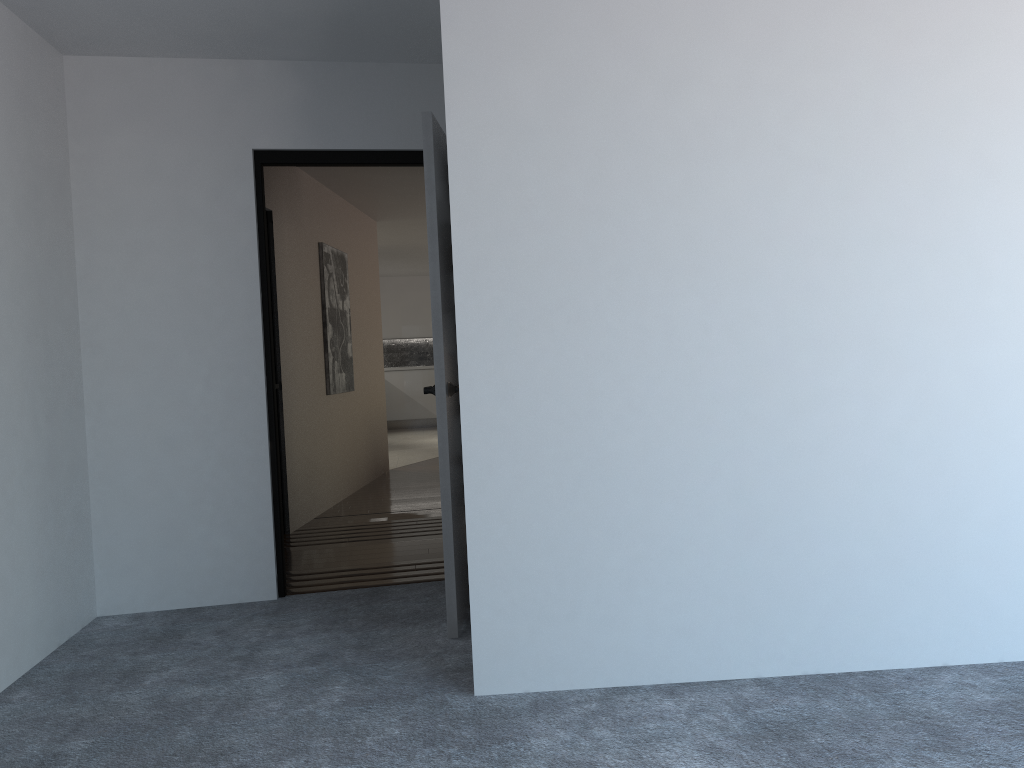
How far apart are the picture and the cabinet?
6.9m

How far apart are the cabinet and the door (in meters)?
10.26

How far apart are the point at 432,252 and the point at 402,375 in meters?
11.2

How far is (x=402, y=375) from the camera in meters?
14.5 m

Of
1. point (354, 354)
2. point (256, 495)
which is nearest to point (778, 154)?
point (256, 495)

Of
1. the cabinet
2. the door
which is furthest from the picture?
the cabinet

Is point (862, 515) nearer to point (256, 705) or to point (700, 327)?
point (700, 327)

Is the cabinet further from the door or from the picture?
the door

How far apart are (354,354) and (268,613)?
4.07m

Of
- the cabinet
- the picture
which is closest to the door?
the picture
